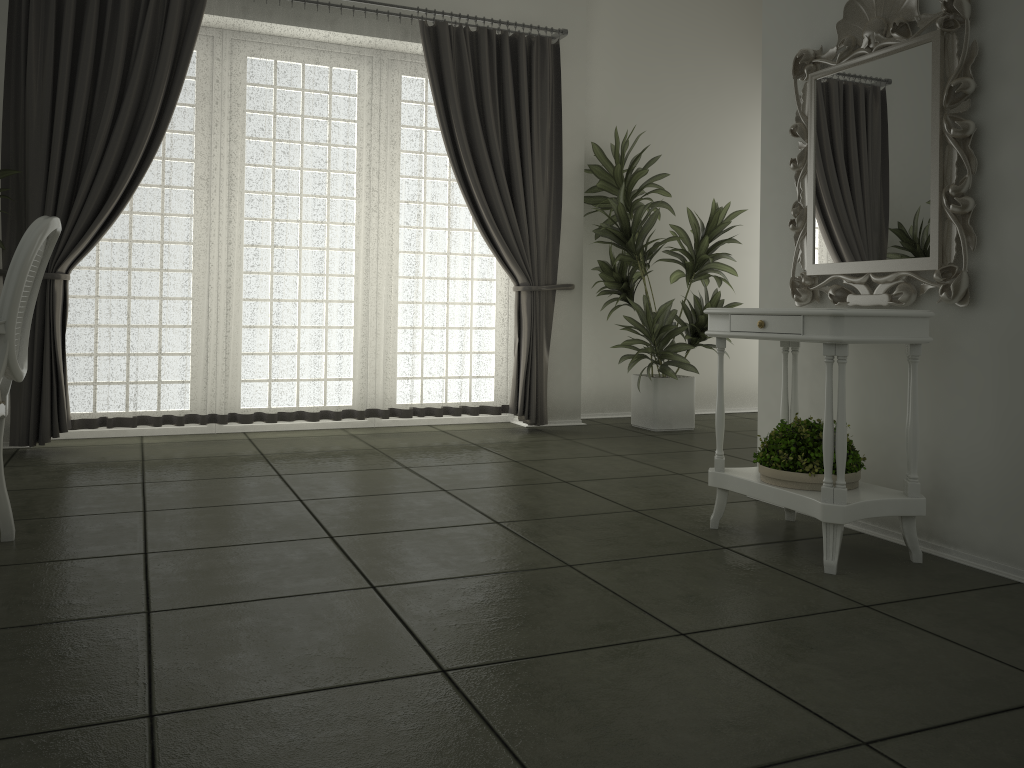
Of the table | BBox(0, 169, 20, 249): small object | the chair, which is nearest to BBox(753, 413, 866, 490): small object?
the table

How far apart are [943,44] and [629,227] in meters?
3.0 m

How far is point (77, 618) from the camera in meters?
2.3

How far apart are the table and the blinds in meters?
2.4

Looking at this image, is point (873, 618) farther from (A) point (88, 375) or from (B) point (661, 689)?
(A) point (88, 375)

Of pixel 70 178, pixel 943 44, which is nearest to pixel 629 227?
pixel 943 44

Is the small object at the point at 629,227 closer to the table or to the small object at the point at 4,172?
the table

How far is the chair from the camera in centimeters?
254cm

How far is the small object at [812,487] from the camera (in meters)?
2.91

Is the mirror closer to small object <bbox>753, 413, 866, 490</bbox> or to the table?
the table
